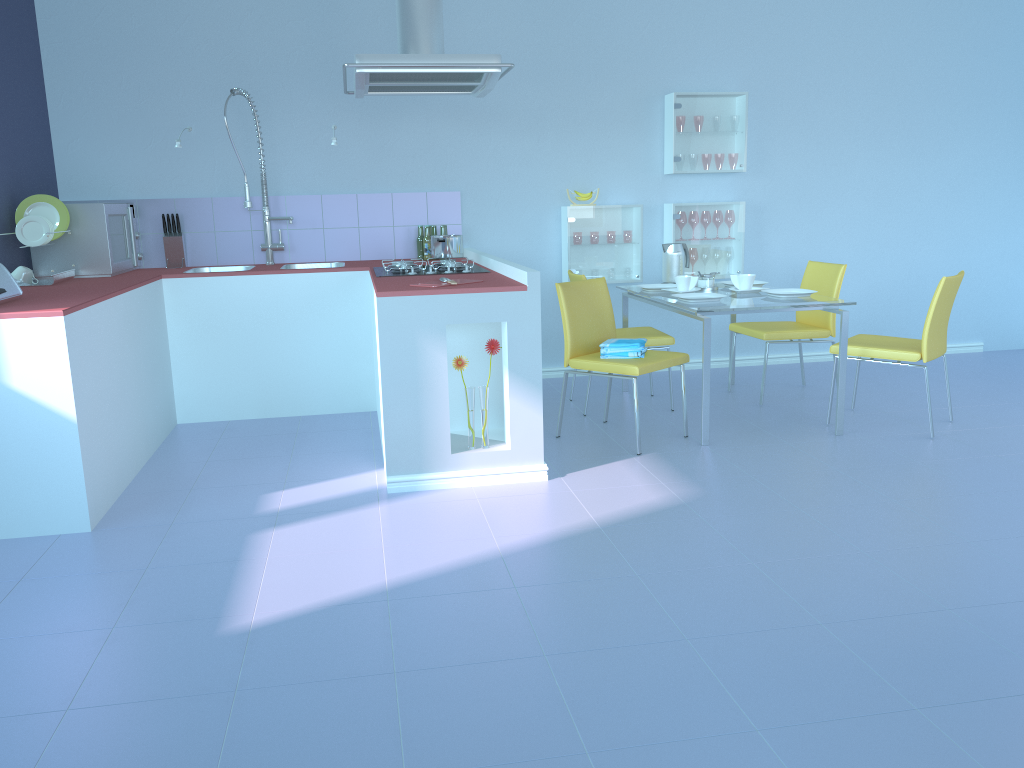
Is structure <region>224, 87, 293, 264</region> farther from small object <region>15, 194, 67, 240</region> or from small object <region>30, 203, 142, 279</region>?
small object <region>15, 194, 67, 240</region>

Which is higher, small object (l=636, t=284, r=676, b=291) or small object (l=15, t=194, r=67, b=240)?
small object (l=15, t=194, r=67, b=240)

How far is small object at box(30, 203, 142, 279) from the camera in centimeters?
420cm

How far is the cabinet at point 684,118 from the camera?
5.1 meters

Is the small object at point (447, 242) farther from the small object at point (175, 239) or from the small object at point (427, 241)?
the small object at point (175, 239)

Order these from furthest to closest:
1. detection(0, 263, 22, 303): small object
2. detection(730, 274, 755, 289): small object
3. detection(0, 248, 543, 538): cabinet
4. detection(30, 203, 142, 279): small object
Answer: detection(730, 274, 755, 289): small object, detection(30, 203, 142, 279): small object, detection(0, 263, 22, 303): small object, detection(0, 248, 543, 538): cabinet

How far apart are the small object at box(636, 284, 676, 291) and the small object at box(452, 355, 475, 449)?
1.5 meters

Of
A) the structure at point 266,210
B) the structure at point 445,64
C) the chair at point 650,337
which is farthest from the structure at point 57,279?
the chair at point 650,337

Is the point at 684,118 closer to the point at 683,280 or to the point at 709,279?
the point at 709,279

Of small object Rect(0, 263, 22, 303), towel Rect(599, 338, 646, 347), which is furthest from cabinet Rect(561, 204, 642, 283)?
small object Rect(0, 263, 22, 303)
